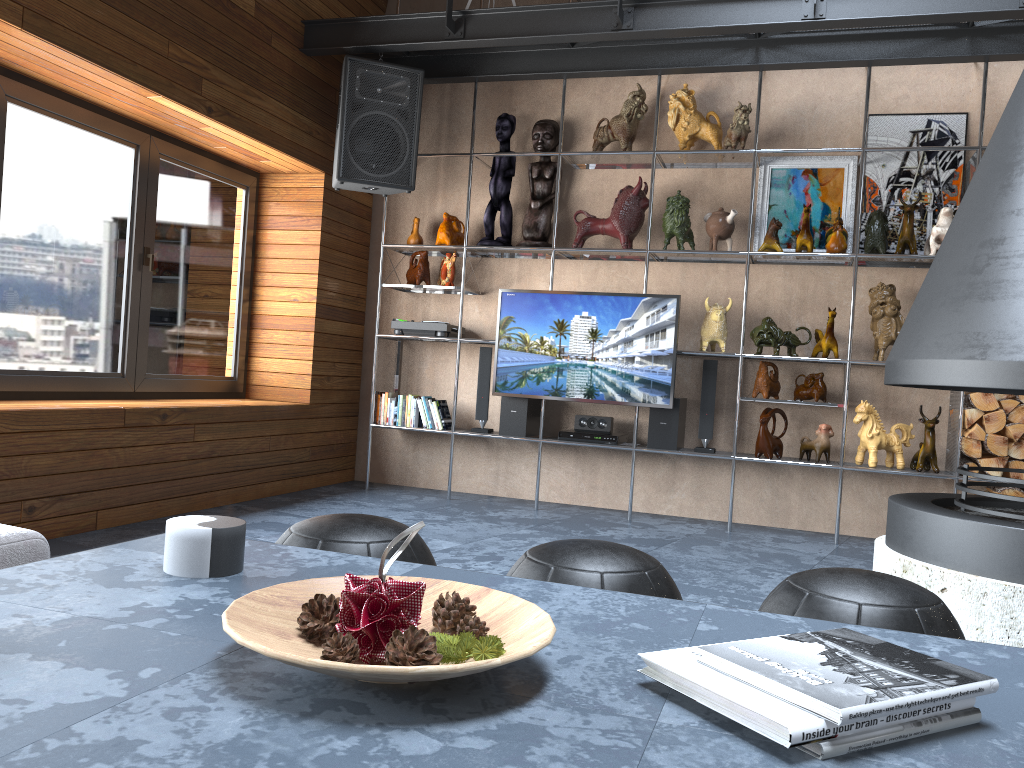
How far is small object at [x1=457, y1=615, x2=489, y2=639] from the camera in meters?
1.1 m

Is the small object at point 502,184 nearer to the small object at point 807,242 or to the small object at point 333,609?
the small object at point 807,242

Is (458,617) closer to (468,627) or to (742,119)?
(468,627)

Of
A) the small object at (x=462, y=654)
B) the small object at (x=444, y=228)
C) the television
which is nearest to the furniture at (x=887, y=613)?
the small object at (x=462, y=654)

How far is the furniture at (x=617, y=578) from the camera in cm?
166

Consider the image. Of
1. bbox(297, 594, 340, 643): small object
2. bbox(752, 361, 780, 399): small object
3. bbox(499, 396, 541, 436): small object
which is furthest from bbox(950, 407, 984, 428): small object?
bbox(297, 594, 340, 643): small object

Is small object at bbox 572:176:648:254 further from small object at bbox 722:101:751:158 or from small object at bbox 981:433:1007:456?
small object at bbox 981:433:1007:456

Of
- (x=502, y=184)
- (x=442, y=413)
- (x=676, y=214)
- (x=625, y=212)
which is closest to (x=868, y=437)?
(x=676, y=214)

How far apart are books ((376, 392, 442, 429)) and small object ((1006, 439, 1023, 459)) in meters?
3.2 m

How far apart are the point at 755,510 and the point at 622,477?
0.8 meters
